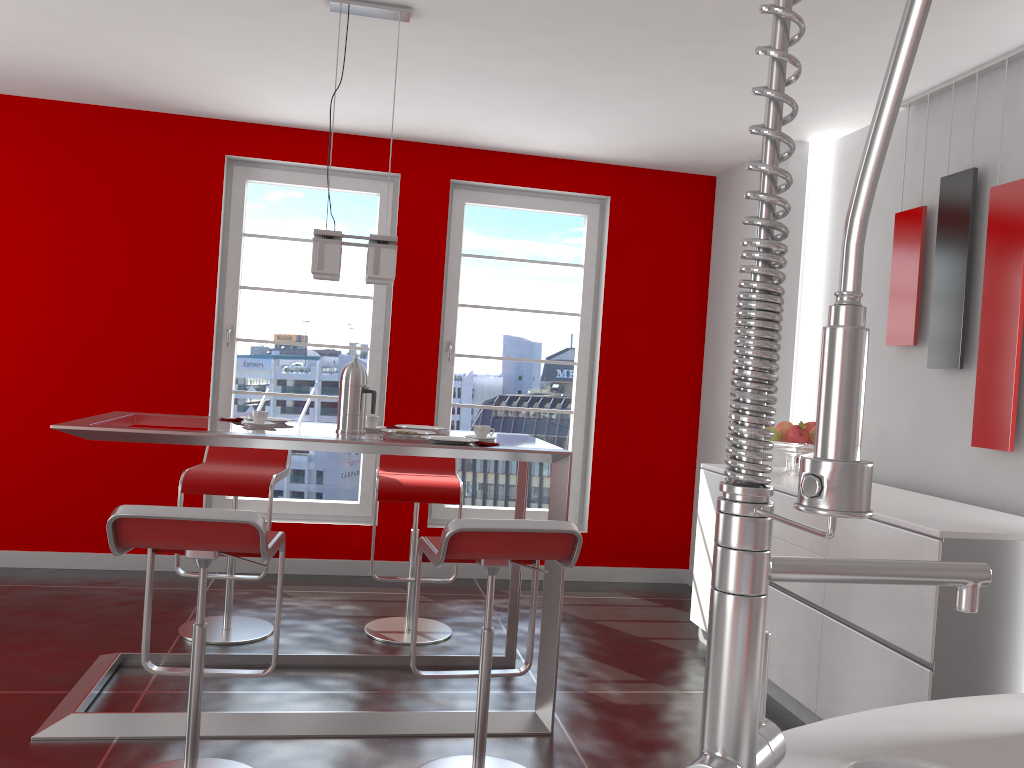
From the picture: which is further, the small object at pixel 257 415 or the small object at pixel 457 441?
the small object at pixel 257 415

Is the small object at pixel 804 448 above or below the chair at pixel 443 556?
above

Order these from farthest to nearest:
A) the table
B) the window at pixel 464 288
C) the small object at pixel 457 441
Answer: the window at pixel 464 288 < the small object at pixel 457 441 < the table

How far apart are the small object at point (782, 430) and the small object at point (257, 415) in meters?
2.4 m

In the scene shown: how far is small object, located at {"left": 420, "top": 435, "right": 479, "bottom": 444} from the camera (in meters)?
3.06

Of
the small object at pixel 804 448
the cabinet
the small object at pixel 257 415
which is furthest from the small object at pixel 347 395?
the small object at pixel 804 448

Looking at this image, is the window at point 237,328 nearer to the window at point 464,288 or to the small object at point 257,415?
the window at point 464,288

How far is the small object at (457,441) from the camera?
3.1m

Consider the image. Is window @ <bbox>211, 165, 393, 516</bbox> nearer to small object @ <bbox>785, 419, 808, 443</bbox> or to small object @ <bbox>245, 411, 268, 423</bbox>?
small object @ <bbox>245, 411, 268, 423</bbox>

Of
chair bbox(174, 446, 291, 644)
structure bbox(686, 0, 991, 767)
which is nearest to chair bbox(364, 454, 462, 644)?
chair bbox(174, 446, 291, 644)
